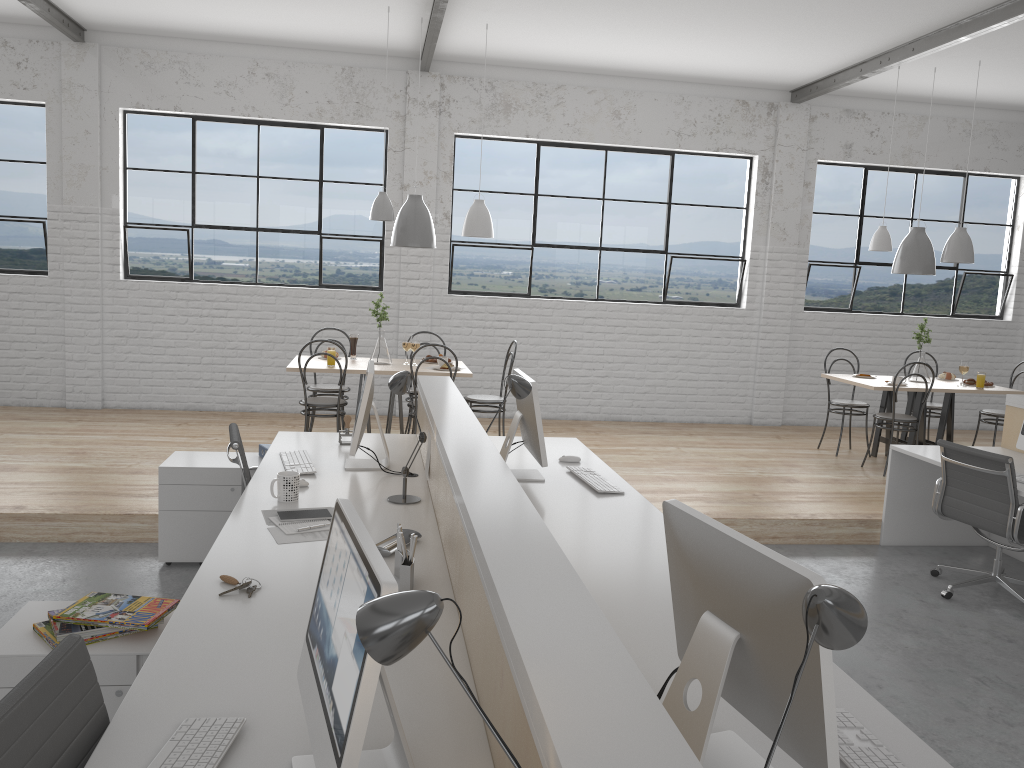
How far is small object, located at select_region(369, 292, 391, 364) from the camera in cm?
507

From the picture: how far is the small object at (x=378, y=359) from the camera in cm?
507

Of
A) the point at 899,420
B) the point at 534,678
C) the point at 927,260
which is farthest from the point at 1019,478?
the point at 534,678

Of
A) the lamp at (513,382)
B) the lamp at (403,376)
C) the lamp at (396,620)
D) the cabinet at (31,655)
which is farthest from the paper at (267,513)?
the lamp at (396,620)

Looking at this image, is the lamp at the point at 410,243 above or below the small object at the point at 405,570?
above

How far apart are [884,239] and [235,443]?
4.3 meters

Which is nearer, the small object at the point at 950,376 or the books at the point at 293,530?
the books at the point at 293,530

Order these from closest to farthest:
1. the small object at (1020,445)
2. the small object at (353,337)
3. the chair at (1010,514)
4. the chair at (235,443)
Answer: the chair at (235,443)
the chair at (1010,514)
the small object at (1020,445)
the small object at (353,337)

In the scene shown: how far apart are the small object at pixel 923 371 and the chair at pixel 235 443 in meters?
4.3

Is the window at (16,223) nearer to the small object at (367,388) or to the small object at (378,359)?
the small object at (378,359)
